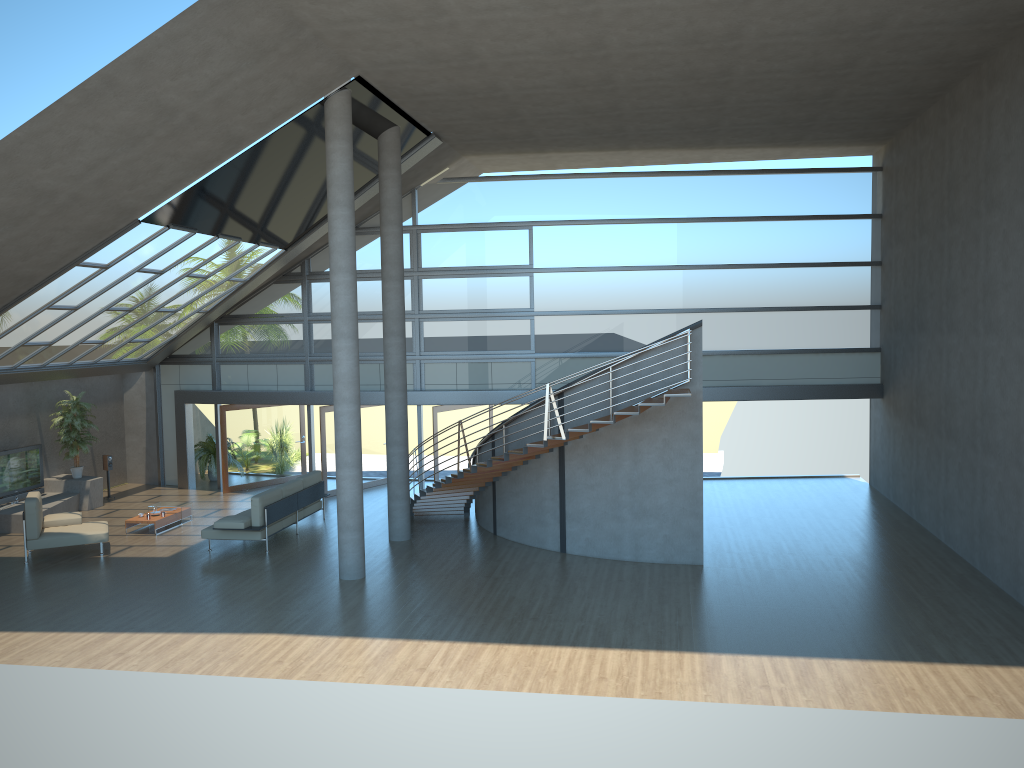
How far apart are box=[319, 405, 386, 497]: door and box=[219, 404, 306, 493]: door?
2.1m

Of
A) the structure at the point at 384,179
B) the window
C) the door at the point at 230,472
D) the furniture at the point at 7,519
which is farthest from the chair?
the window

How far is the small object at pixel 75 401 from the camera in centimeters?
1817cm

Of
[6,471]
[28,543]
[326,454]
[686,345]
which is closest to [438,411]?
[326,454]

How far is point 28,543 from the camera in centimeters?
1393cm

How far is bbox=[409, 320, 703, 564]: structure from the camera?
13.01m

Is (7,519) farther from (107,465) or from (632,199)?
(632,199)

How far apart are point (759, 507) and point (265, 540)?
9.26m

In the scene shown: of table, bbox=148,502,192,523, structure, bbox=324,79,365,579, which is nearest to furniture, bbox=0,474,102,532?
table, bbox=148,502,192,523

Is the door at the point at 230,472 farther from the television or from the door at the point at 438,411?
the door at the point at 438,411
